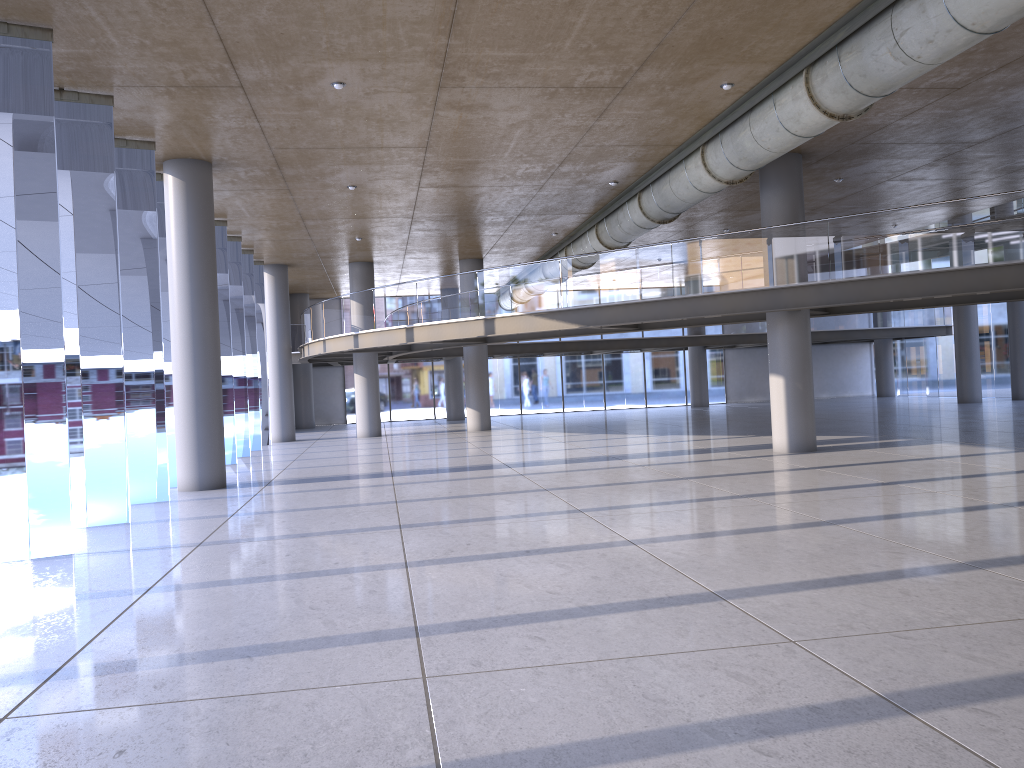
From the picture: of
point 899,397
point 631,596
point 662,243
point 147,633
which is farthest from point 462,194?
point 899,397
